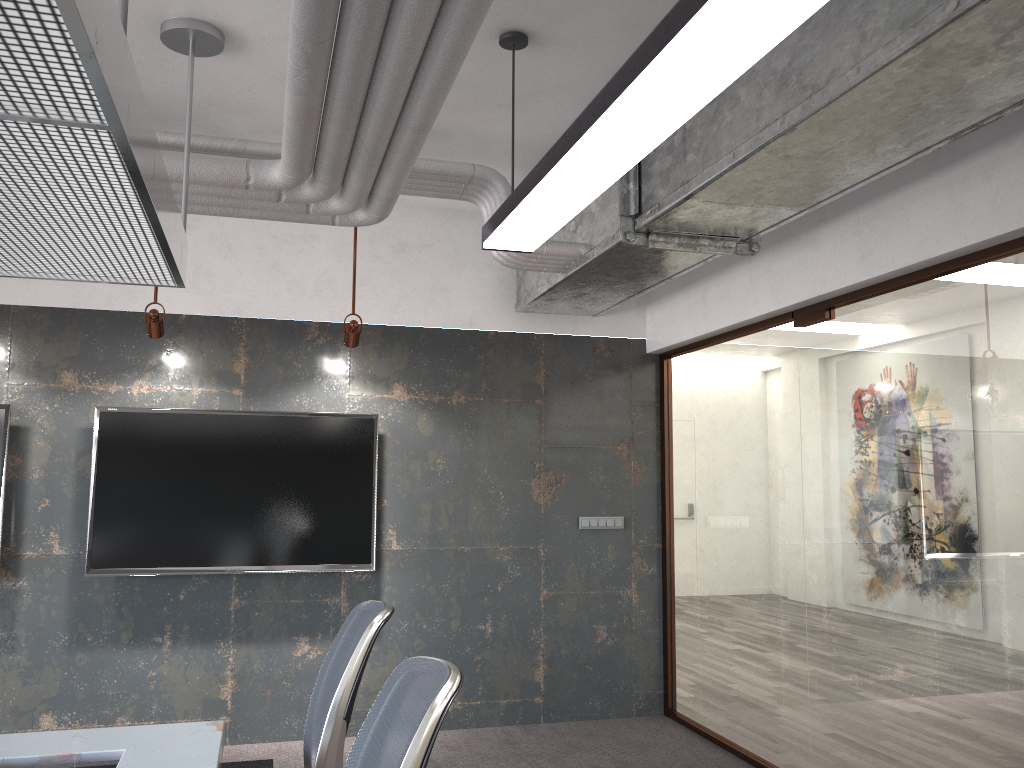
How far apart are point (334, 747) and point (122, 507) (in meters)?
3.18

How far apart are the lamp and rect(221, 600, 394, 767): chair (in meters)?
1.36

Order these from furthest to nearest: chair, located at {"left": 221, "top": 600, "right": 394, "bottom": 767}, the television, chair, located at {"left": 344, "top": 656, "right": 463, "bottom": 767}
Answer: the television → chair, located at {"left": 221, "top": 600, "right": 394, "bottom": 767} → chair, located at {"left": 344, "top": 656, "right": 463, "bottom": 767}

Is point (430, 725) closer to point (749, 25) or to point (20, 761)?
point (749, 25)

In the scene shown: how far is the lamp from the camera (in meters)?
1.79

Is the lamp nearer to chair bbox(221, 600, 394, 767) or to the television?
chair bbox(221, 600, 394, 767)

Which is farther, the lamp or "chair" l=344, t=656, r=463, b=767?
the lamp

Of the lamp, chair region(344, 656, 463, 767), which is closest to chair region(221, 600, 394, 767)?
chair region(344, 656, 463, 767)

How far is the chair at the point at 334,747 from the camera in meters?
2.4 m

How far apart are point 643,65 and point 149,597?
4.4m
